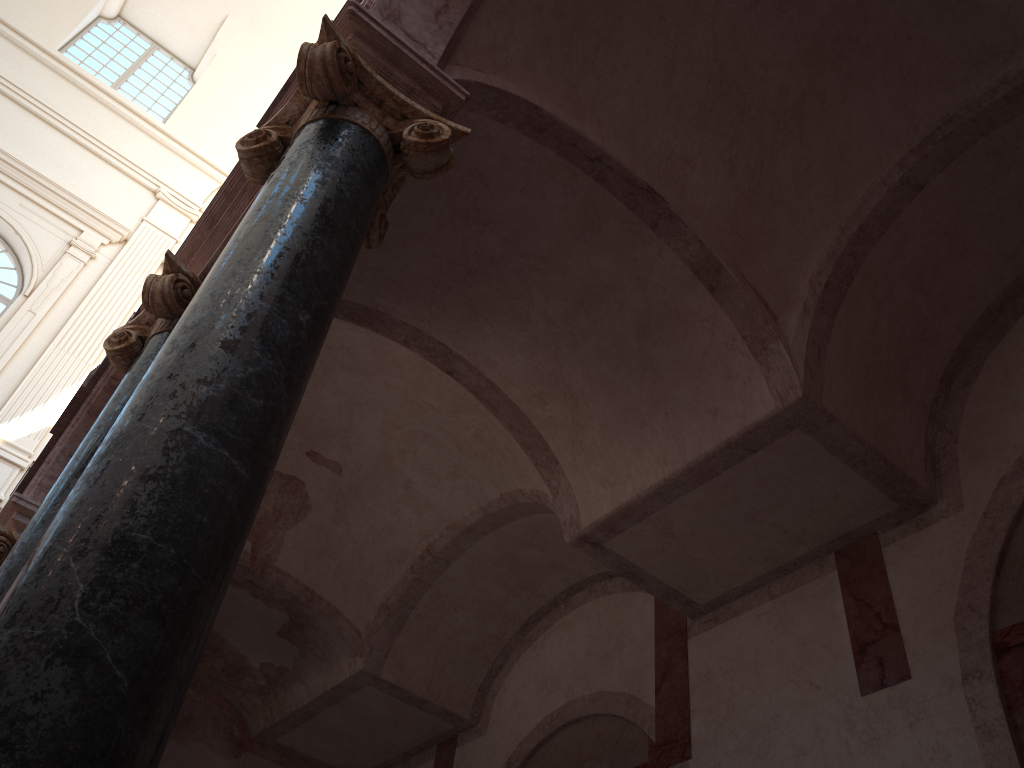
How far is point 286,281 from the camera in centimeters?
264cm

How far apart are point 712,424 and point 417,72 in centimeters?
262cm
